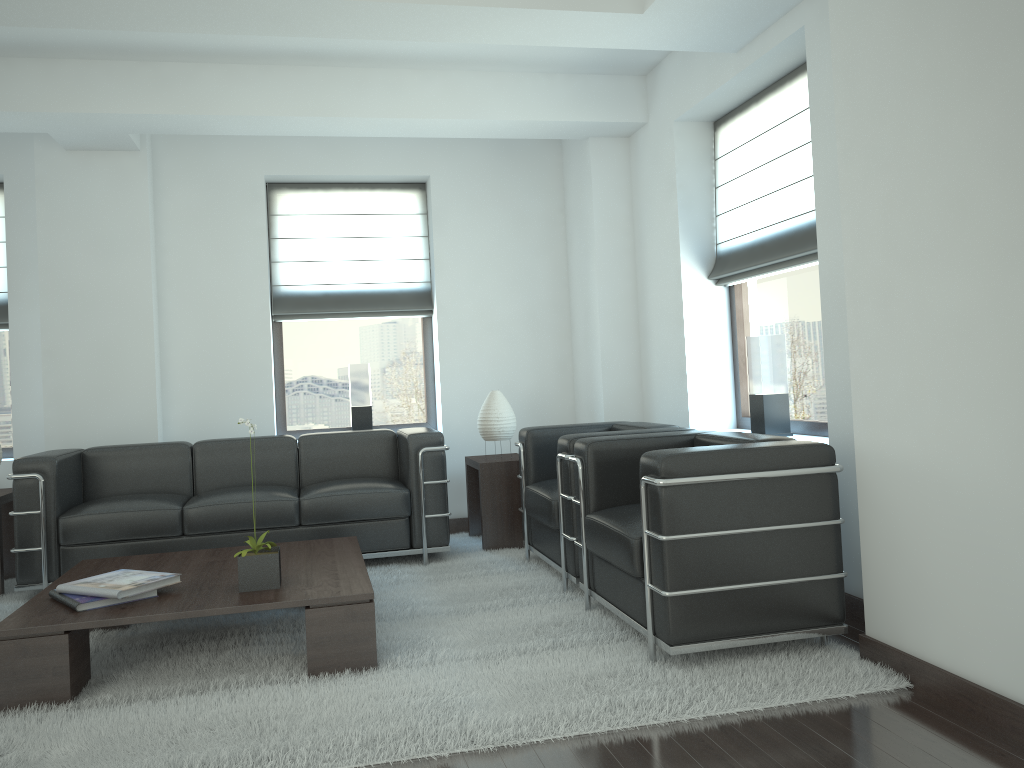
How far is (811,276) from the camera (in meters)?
6.67

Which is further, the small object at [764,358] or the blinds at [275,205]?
the blinds at [275,205]

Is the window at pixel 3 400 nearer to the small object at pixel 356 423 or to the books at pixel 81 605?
the small object at pixel 356 423

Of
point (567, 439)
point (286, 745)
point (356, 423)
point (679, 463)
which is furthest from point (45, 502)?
point (679, 463)

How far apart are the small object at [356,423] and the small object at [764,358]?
4.2m

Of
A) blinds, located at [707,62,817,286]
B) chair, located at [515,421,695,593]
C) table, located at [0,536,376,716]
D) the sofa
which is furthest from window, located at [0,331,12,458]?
blinds, located at [707,62,817,286]

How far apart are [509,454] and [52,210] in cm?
488

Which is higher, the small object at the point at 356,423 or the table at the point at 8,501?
the small object at the point at 356,423

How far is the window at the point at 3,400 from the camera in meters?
8.8 m

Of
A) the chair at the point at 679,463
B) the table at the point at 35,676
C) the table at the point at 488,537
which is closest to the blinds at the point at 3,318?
the table at the point at 35,676
